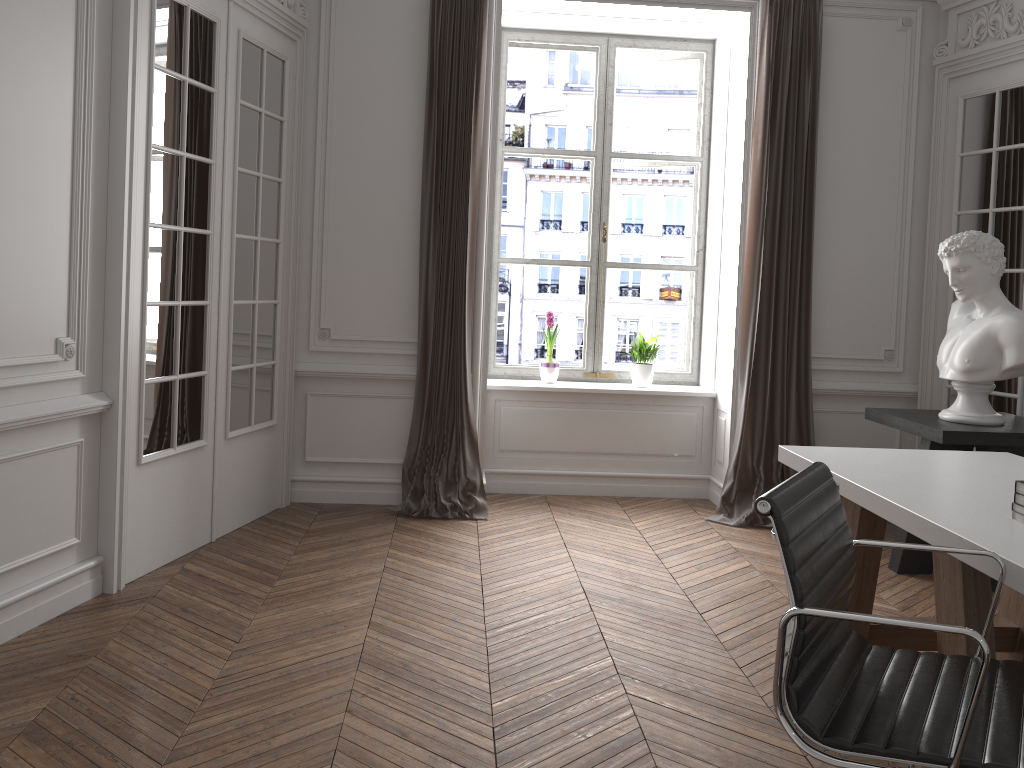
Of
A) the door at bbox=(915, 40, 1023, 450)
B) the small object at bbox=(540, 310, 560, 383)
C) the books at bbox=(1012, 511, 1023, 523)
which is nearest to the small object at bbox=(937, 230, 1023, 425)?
the door at bbox=(915, 40, 1023, 450)

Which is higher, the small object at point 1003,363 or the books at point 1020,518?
the small object at point 1003,363

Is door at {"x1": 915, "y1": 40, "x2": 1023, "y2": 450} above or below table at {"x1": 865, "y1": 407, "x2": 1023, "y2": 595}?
above

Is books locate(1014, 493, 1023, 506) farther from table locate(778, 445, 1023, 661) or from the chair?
the chair

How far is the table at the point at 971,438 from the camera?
4.0m

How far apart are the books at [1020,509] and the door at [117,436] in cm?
317

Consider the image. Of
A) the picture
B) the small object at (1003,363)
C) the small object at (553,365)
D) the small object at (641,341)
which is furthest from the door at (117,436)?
the small object at (1003,363)

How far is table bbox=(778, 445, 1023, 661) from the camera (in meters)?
2.23

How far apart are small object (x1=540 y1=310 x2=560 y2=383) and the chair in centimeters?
368cm

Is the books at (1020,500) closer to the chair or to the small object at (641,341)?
the chair
